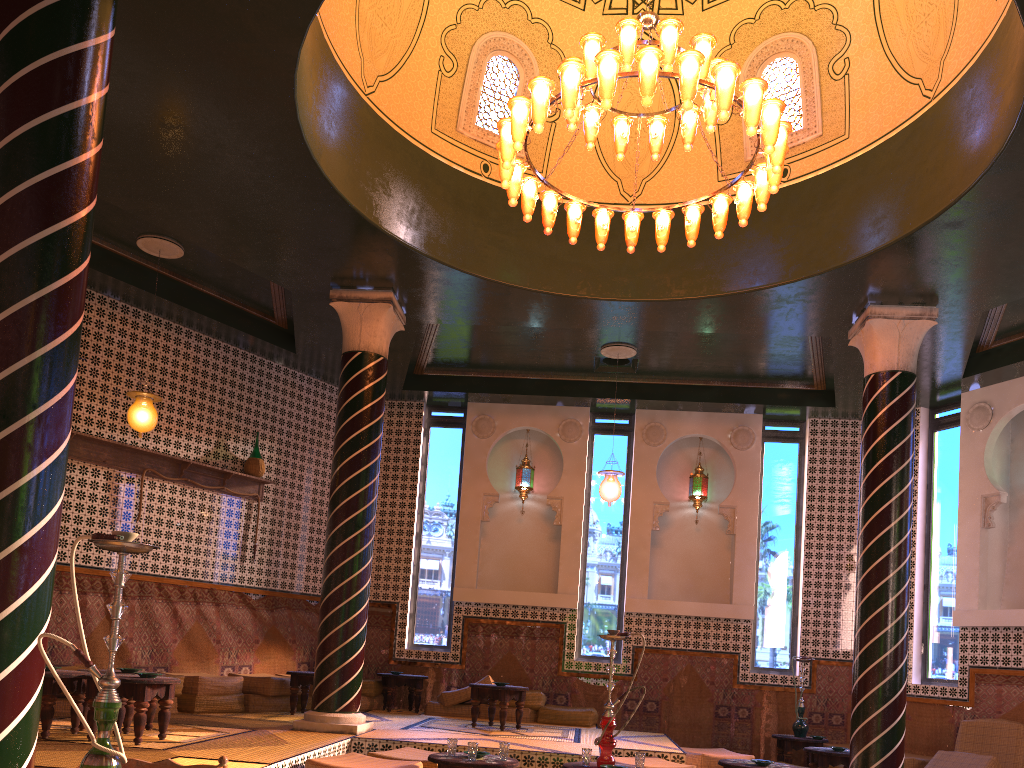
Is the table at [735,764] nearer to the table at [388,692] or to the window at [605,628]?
the window at [605,628]

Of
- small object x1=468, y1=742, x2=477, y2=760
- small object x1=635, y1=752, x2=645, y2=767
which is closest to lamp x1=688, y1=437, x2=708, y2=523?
small object x1=635, y1=752, x2=645, y2=767

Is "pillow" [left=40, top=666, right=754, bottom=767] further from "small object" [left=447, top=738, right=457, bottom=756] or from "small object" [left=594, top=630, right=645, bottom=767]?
"small object" [left=594, top=630, right=645, bottom=767]

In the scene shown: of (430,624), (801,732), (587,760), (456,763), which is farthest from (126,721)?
(801,732)

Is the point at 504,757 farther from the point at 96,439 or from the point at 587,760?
the point at 96,439

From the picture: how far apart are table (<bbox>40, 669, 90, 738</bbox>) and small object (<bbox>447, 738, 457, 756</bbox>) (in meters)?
3.33

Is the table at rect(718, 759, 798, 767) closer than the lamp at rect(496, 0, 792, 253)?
No

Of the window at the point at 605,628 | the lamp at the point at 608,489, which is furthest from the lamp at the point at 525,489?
the lamp at the point at 608,489

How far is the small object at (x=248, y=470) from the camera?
12.8m

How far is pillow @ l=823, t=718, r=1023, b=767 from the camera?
10.59m
